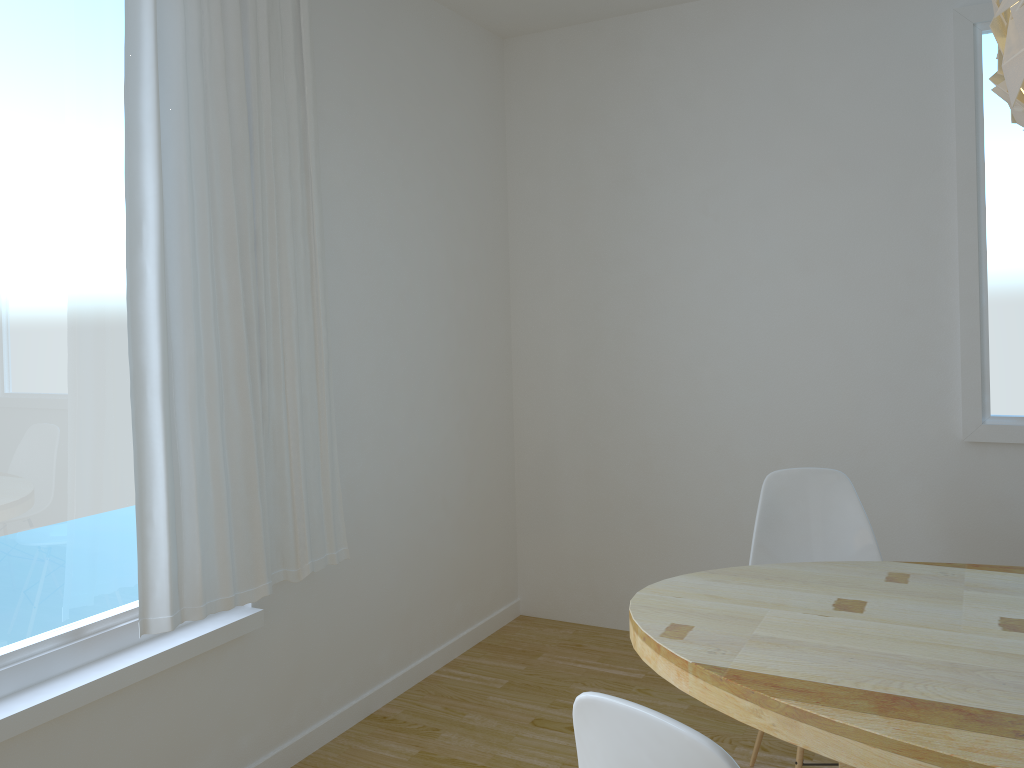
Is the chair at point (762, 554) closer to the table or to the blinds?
the table

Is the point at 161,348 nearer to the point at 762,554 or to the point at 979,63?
the point at 762,554

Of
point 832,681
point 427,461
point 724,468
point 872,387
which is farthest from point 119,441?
point 872,387

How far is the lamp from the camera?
1.54m

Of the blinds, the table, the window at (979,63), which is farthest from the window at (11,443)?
the window at (979,63)

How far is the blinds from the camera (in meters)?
2.29

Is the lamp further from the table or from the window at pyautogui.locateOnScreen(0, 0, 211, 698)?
the window at pyautogui.locateOnScreen(0, 0, 211, 698)

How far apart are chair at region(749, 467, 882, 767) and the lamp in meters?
1.3

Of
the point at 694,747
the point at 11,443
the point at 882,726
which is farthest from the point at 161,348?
the point at 882,726

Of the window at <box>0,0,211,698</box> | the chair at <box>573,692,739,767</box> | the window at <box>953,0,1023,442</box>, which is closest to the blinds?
the window at <box>0,0,211,698</box>
